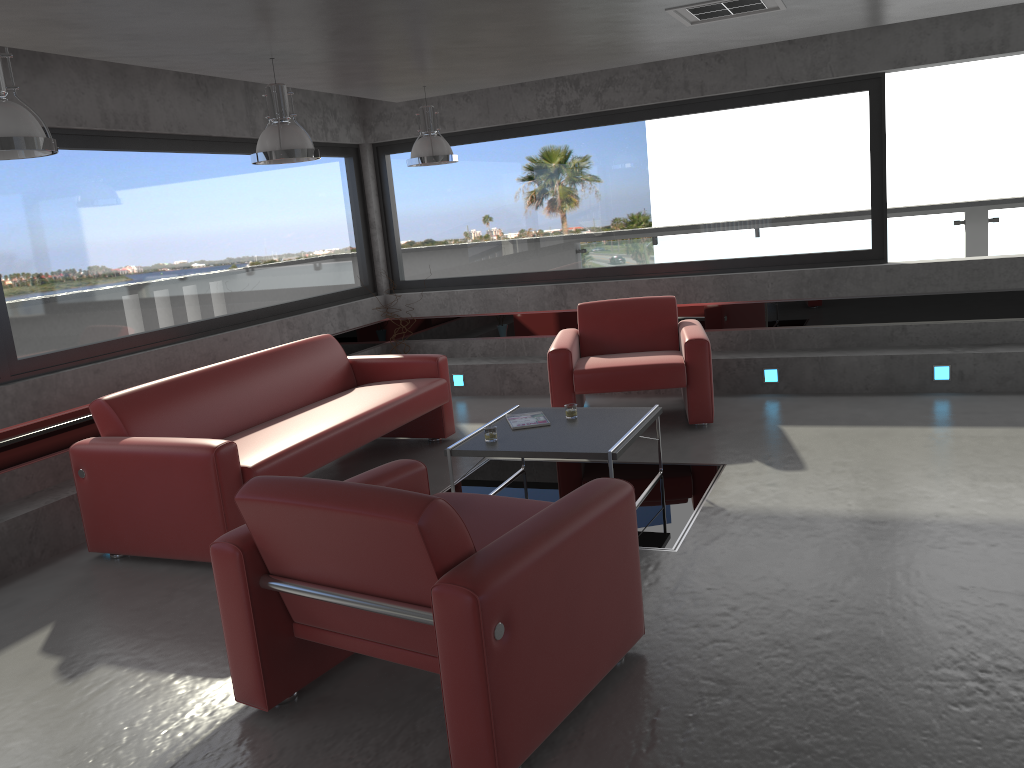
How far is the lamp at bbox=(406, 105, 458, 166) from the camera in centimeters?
651cm

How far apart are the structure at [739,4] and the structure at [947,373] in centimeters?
323cm

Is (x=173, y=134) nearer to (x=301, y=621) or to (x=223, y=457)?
(x=223, y=457)

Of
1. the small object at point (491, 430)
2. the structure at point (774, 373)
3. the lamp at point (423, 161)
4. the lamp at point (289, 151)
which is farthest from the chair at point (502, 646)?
the structure at point (774, 373)

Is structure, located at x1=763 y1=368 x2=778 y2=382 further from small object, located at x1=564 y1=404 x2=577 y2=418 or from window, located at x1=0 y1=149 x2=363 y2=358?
window, located at x1=0 y1=149 x2=363 y2=358

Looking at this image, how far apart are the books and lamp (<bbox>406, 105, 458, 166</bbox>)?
2.2m

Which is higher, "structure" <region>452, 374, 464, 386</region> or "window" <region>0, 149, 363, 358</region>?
"window" <region>0, 149, 363, 358</region>

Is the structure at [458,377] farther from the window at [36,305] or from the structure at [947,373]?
the structure at [947,373]

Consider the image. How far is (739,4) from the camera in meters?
4.8 m

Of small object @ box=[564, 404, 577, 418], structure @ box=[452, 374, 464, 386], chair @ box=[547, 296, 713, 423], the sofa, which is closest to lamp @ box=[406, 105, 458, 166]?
the sofa
